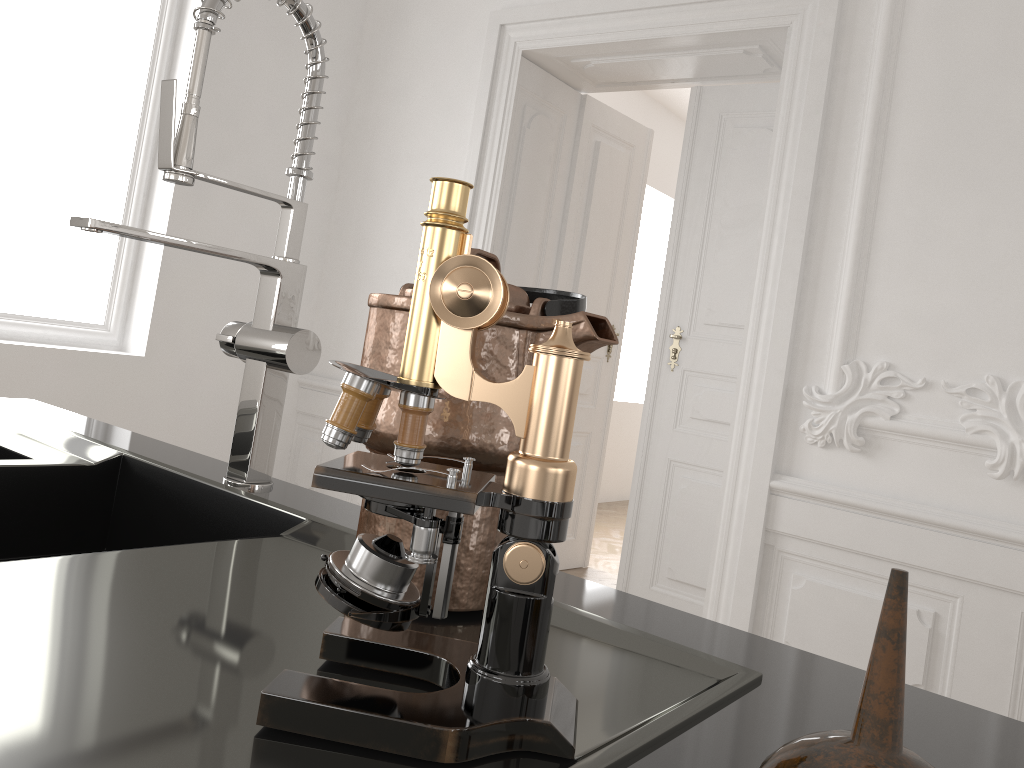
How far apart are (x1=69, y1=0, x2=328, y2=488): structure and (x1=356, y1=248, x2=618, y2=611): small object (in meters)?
0.28

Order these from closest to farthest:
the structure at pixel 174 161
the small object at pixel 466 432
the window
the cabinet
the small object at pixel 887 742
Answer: the small object at pixel 887 742
the cabinet
the small object at pixel 466 432
the structure at pixel 174 161
the window

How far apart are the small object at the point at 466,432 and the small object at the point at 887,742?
0.29m

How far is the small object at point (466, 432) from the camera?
Answer: 0.7m

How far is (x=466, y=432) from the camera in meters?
0.7 m

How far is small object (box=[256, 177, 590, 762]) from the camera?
0.45m

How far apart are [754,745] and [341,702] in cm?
25

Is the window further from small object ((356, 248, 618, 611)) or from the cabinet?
small object ((356, 248, 618, 611))

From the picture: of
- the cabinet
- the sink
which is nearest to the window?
the cabinet

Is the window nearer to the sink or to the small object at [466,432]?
the sink
